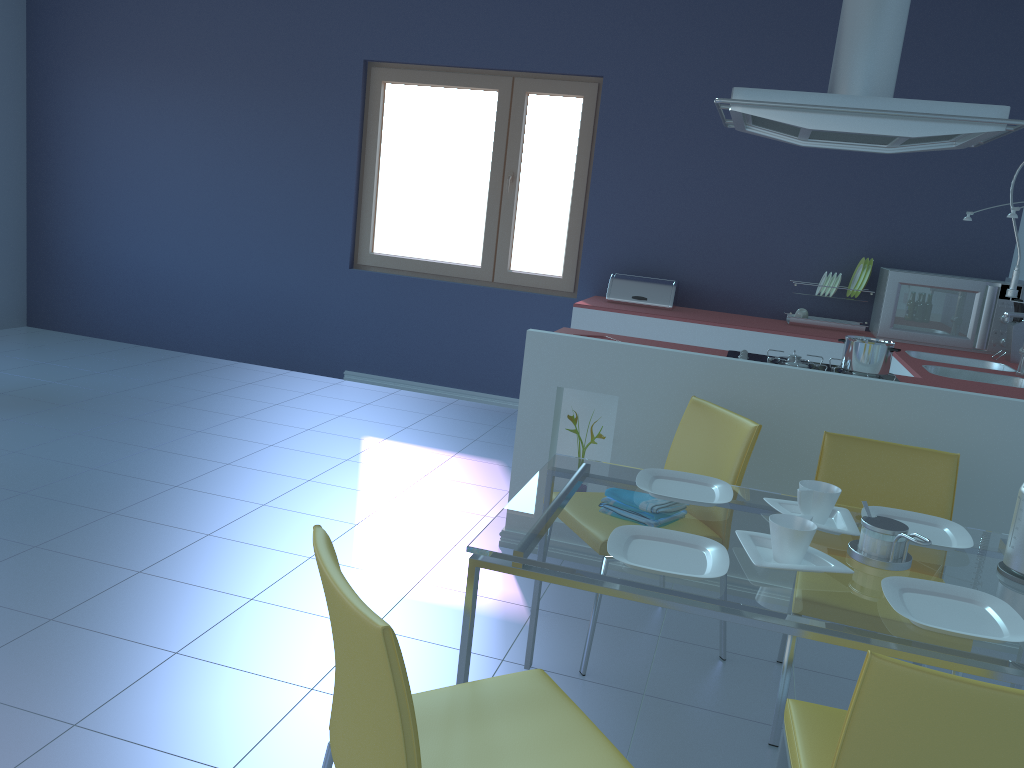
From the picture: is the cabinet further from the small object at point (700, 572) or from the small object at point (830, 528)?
the small object at point (700, 572)

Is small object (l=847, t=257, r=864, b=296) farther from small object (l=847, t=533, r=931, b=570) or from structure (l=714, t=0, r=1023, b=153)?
small object (l=847, t=533, r=931, b=570)

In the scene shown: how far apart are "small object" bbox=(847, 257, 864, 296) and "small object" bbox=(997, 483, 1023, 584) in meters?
3.1 m

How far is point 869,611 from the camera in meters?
1.5

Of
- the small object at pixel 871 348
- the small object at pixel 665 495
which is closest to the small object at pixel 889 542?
the small object at pixel 665 495

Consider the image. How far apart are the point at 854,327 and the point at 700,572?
3.4 meters

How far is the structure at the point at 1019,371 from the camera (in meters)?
3.66

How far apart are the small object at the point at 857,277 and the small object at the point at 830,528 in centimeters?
297cm

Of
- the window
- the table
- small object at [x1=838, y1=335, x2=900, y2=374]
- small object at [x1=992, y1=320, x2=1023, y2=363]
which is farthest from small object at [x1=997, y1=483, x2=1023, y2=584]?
the window

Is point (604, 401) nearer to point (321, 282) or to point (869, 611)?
point (869, 611)
